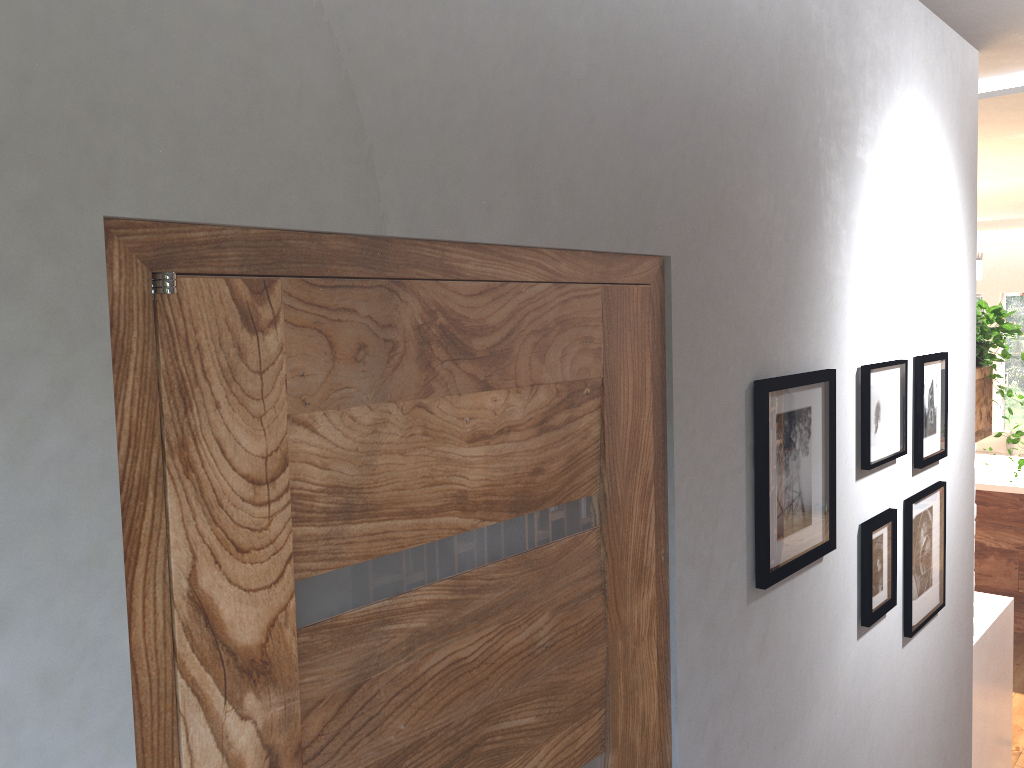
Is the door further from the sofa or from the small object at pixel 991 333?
the sofa

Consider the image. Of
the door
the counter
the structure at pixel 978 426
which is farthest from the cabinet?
the door

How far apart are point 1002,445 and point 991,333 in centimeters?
472cm

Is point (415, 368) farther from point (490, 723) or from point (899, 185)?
point (899, 185)

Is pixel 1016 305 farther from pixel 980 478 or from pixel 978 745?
pixel 978 745

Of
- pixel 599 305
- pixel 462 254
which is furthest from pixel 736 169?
pixel 462 254

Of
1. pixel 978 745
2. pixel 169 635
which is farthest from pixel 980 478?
pixel 169 635

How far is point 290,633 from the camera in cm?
92

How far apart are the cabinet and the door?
4.1m

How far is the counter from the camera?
3.18m
